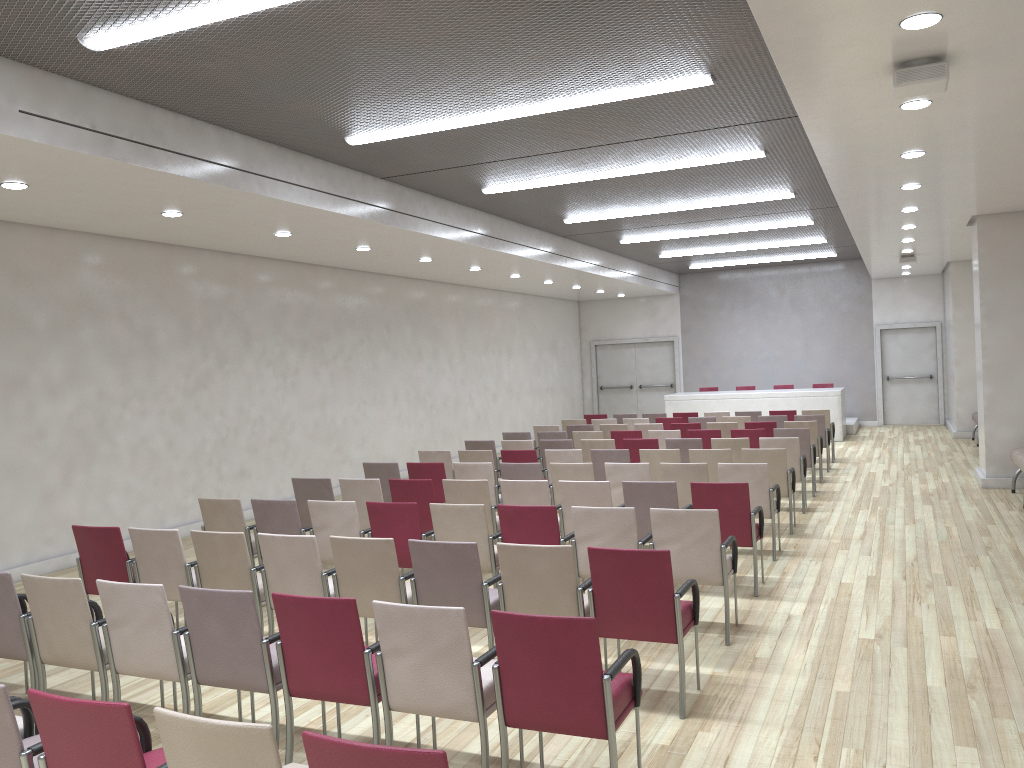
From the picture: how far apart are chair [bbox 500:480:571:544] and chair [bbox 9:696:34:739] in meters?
4.4

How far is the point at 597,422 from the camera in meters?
15.0

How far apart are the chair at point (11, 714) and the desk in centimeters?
1669cm

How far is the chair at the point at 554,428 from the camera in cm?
1398

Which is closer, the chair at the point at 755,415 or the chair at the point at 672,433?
the chair at the point at 672,433

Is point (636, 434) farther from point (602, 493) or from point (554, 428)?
point (602, 493)

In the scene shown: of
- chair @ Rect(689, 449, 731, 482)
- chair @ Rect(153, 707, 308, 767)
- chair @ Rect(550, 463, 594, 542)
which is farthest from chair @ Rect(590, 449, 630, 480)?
chair @ Rect(153, 707, 308, 767)

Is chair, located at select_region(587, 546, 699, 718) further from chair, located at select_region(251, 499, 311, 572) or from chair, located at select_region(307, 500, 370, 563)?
chair, located at select_region(251, 499, 311, 572)

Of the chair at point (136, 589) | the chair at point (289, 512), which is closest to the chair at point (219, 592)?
the chair at point (136, 589)

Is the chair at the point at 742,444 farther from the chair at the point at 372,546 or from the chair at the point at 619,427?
the chair at the point at 372,546
